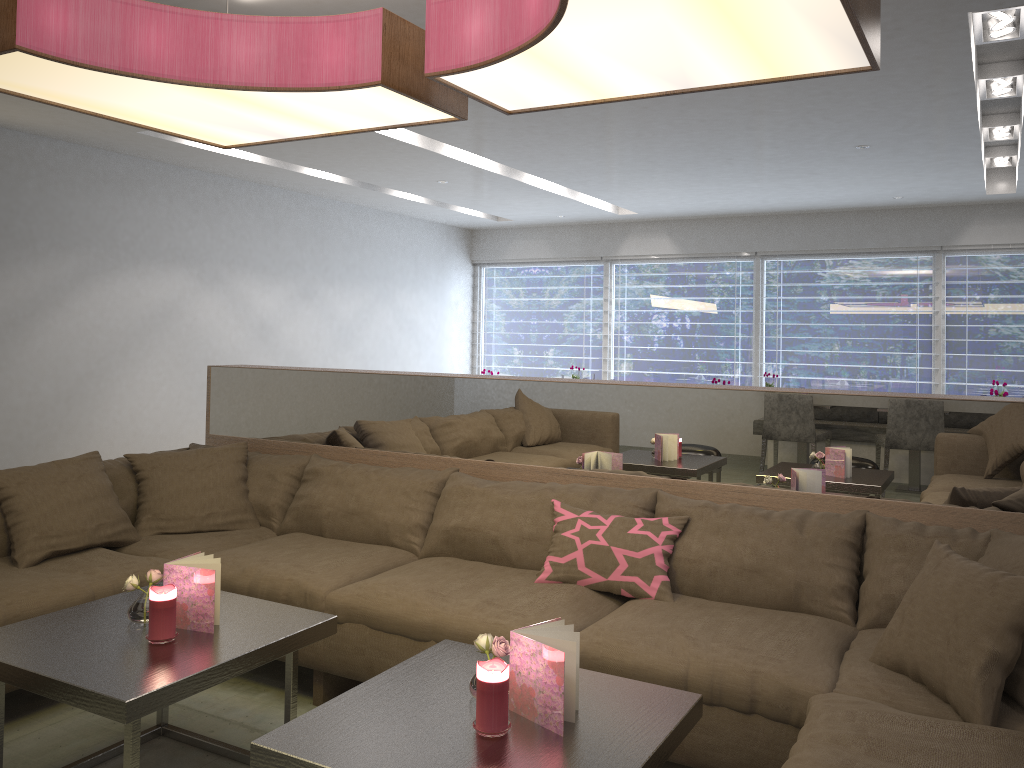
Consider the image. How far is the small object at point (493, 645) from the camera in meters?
1.9 m

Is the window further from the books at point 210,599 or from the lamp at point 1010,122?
the books at point 210,599

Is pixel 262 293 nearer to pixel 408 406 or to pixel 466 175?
pixel 466 175

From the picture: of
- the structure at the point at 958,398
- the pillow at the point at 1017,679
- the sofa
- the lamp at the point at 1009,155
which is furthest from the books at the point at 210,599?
the lamp at the point at 1009,155

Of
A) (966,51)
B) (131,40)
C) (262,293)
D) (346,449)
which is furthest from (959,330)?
(131,40)

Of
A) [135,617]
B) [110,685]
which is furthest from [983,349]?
[110,685]

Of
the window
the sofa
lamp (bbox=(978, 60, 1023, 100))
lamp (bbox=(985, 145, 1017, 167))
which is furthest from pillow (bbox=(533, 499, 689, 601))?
the window

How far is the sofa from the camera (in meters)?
2.01

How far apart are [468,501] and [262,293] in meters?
5.4 m

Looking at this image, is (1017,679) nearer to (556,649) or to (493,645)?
(556,649)
